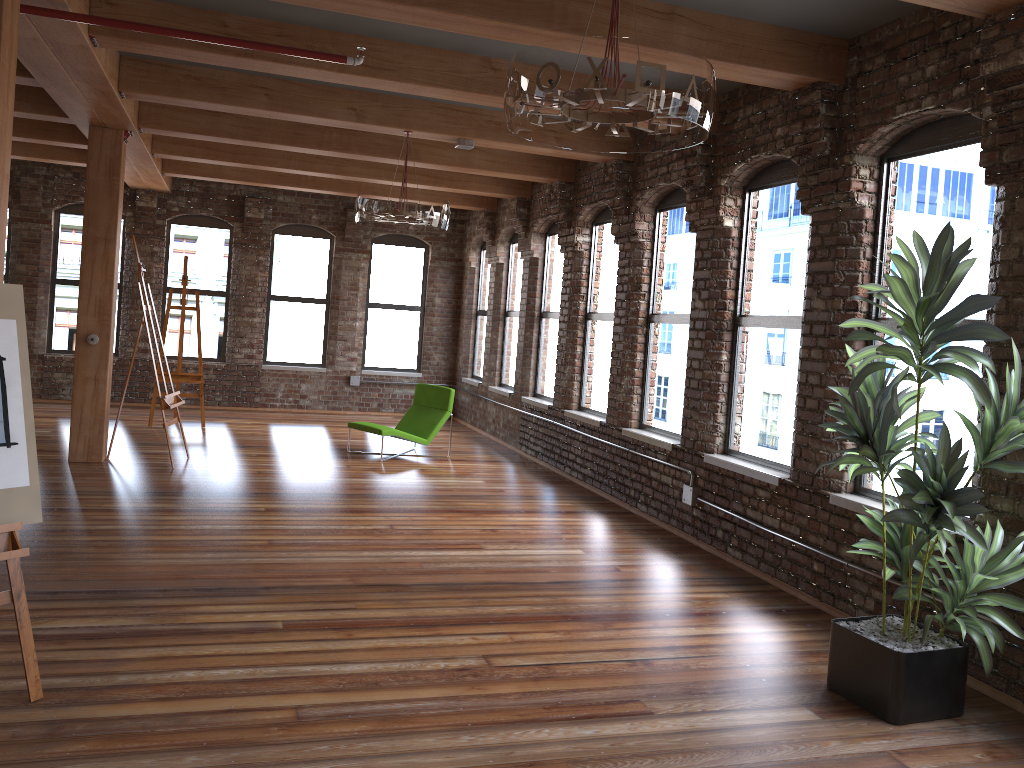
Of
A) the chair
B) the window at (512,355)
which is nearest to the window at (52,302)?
the chair

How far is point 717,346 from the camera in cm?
667

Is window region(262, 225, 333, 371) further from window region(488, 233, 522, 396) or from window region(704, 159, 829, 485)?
window region(704, 159, 829, 485)

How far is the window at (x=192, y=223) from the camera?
12.94m

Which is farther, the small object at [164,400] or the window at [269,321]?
the window at [269,321]

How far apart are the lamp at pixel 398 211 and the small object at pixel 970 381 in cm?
395

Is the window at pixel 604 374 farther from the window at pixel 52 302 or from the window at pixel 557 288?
the window at pixel 52 302

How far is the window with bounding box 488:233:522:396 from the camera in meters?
11.9 m

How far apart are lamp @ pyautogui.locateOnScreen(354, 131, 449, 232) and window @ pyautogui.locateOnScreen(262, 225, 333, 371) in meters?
6.0 m

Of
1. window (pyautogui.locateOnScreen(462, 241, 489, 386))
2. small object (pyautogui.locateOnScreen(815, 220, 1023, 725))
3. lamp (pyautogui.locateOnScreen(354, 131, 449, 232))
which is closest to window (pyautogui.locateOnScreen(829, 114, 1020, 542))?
small object (pyautogui.locateOnScreen(815, 220, 1023, 725))
